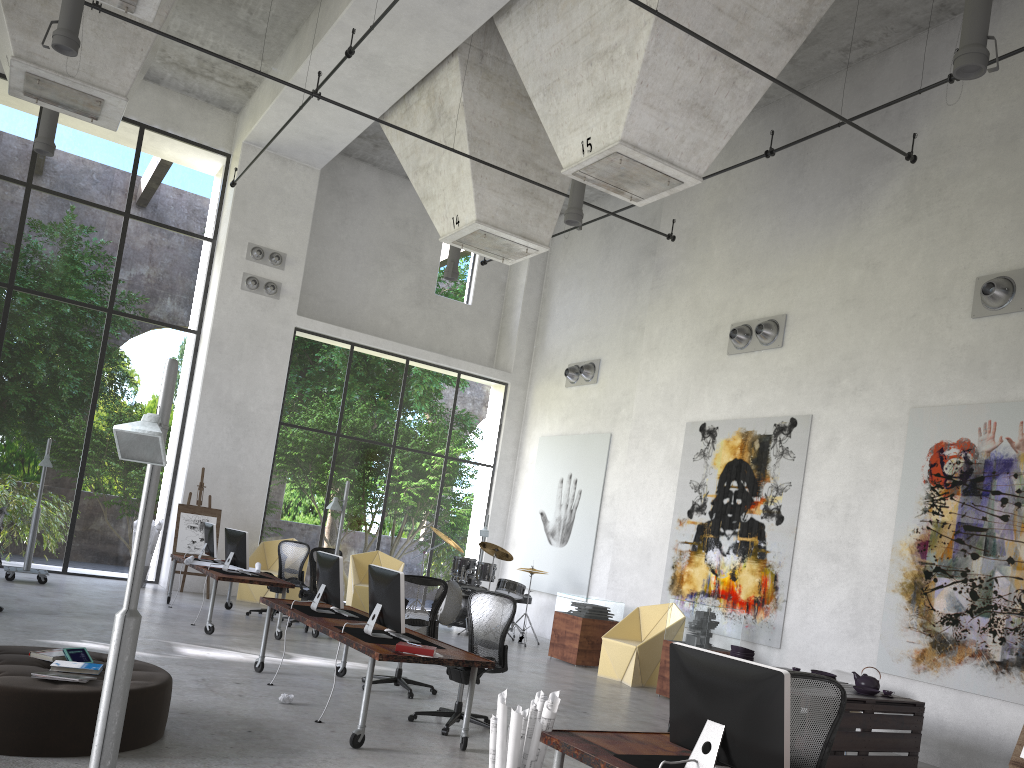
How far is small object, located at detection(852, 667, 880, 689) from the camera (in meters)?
7.62

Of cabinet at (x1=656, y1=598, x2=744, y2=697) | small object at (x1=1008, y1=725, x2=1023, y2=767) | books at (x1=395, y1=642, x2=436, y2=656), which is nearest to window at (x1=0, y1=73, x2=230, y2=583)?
cabinet at (x1=656, y1=598, x2=744, y2=697)

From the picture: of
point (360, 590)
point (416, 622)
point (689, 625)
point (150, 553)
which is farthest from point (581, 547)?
point (689, 625)

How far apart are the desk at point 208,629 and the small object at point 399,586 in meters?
3.8

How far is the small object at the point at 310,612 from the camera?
7.9 meters

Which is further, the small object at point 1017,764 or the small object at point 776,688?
the small object at point 1017,764

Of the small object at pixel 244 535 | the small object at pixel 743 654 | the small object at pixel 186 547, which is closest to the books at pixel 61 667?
the small object at pixel 743 654

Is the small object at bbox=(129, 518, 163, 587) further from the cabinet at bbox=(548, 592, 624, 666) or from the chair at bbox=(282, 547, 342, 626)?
the cabinet at bbox=(548, 592, 624, 666)

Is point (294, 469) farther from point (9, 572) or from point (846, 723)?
point (846, 723)

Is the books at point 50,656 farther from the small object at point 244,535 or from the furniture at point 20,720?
the small object at point 244,535
